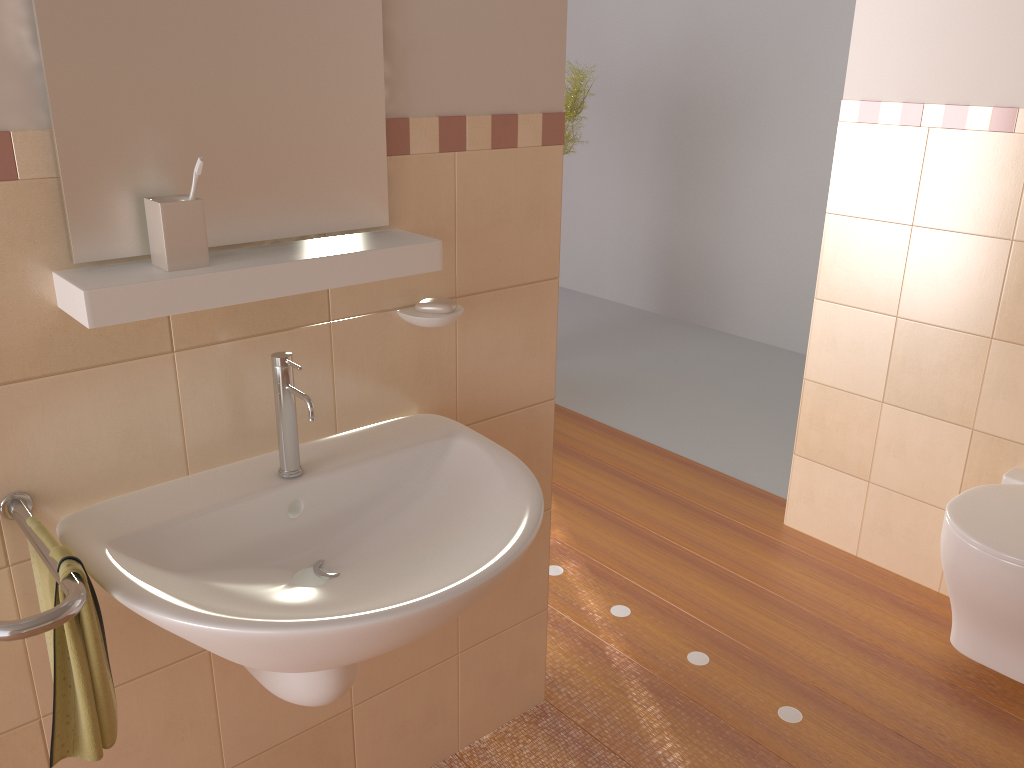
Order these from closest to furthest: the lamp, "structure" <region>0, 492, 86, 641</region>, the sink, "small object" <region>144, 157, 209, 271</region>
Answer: "structure" <region>0, 492, 86, 641</region>
the sink
"small object" <region>144, 157, 209, 271</region>
the lamp

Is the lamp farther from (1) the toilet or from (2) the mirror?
(2) the mirror

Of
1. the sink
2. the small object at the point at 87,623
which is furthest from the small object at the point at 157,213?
the small object at the point at 87,623

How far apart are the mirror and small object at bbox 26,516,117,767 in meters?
0.4 m

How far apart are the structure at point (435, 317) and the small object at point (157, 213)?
0.4 meters

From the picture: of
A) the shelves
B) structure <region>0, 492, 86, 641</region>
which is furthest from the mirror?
structure <region>0, 492, 86, 641</region>

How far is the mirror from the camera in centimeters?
115cm

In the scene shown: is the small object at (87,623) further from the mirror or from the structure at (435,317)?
the structure at (435,317)

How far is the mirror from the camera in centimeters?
115cm

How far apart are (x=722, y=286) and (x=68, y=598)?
4.6 meters
